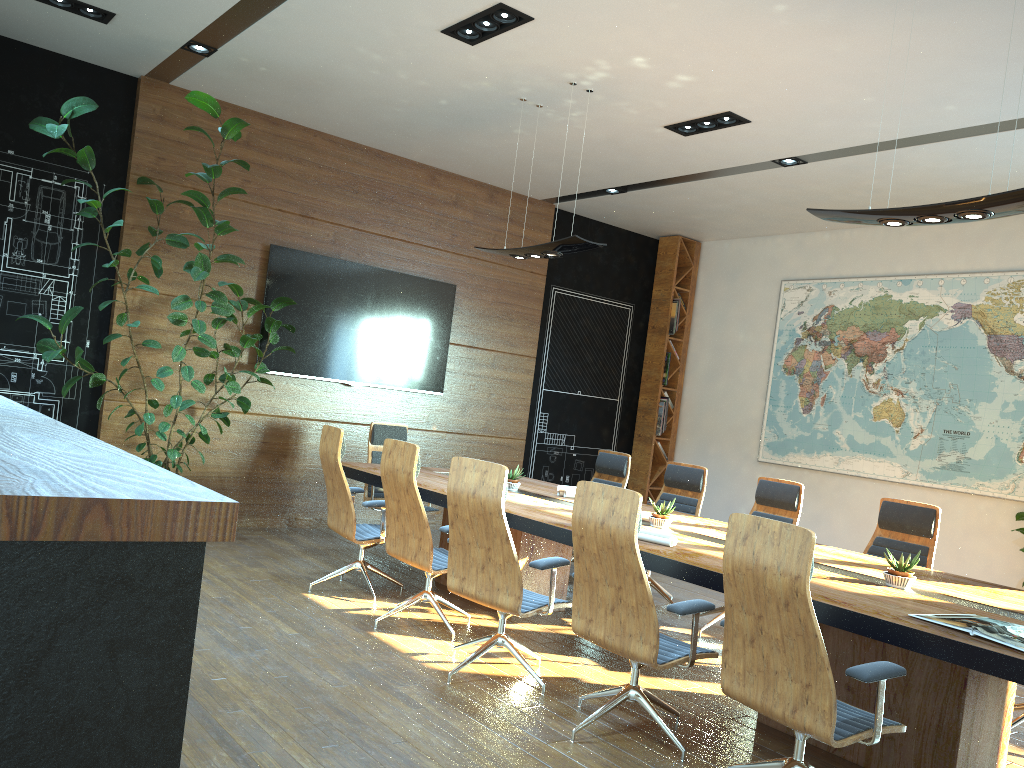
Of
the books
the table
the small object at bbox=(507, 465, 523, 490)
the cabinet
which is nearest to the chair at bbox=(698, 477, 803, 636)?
the table

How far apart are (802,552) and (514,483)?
3.57m

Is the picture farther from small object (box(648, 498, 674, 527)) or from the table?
small object (box(648, 498, 674, 527))

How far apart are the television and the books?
6.14m

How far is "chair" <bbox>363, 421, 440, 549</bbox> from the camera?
7.65m

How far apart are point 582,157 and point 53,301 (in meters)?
4.66

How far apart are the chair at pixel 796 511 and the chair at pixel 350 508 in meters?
2.4

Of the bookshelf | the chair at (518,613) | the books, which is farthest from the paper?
the bookshelf

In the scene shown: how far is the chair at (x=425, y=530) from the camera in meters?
5.1

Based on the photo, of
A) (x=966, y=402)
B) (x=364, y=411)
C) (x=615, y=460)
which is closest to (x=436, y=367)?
(x=364, y=411)
